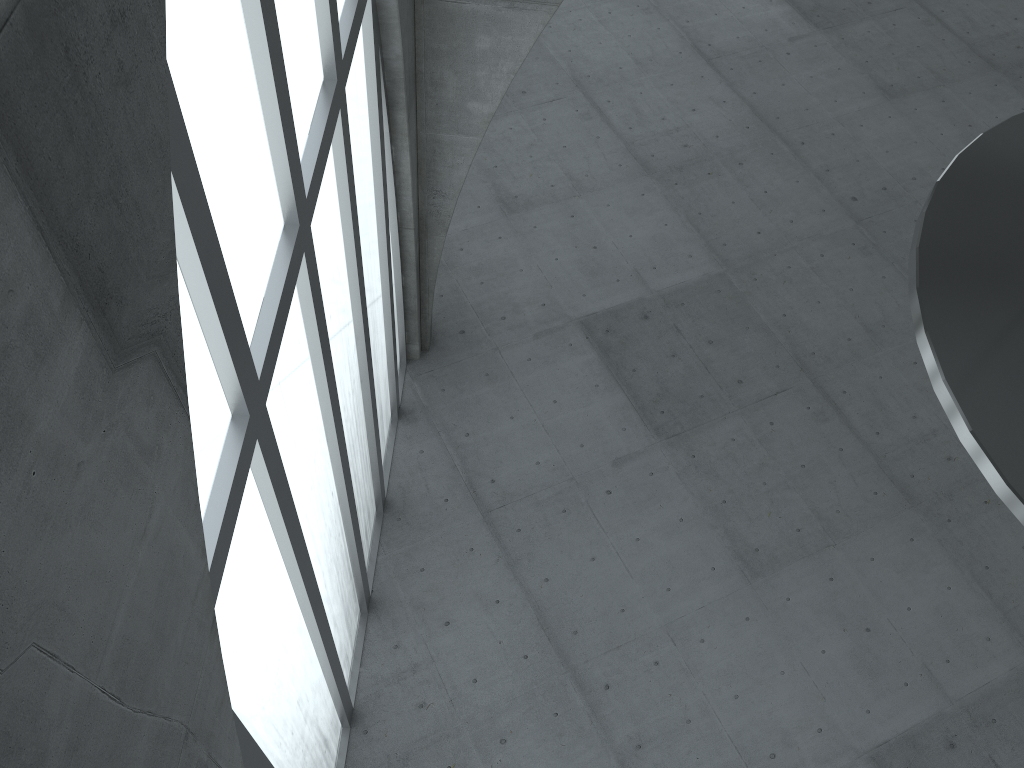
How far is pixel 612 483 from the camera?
26.97m
